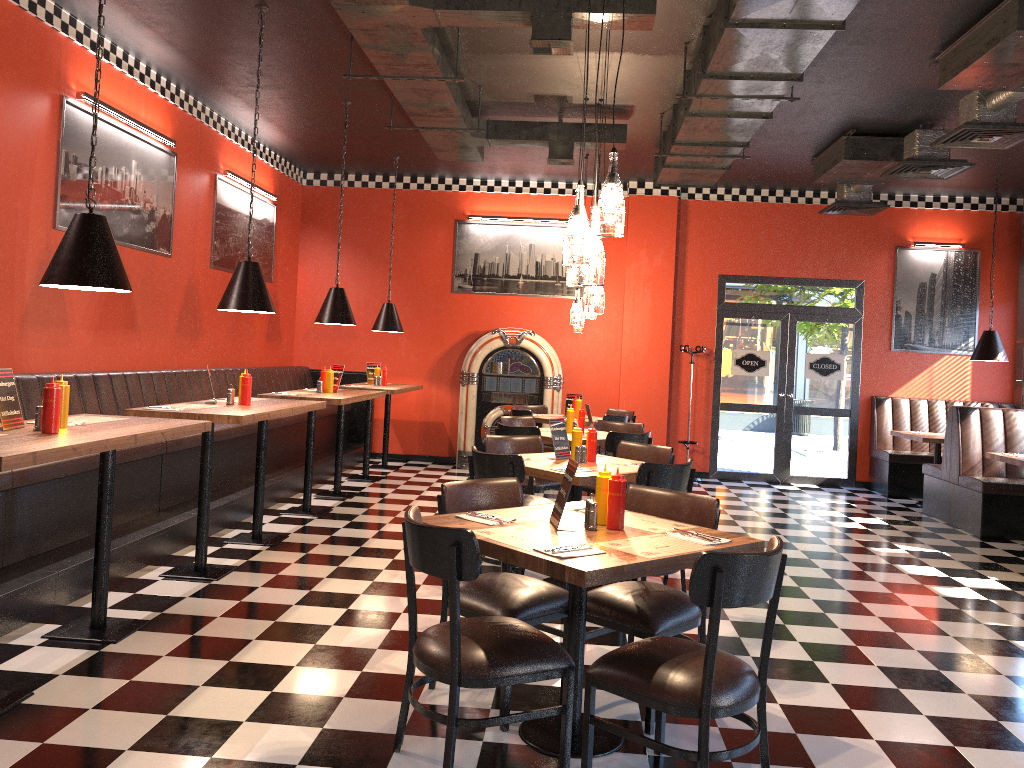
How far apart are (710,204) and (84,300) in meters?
7.4

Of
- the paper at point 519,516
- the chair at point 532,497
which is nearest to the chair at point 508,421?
the chair at point 532,497

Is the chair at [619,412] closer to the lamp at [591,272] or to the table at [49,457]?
the table at [49,457]

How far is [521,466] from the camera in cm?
500

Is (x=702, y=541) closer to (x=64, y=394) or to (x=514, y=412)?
(x=64, y=394)

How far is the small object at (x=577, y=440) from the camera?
5.60m

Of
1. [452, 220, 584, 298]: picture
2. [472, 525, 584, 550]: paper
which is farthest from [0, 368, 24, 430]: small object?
[452, 220, 584, 298]: picture

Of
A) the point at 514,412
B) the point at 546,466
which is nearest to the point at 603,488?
the point at 546,466

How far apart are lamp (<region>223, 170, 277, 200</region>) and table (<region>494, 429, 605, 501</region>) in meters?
4.4 m

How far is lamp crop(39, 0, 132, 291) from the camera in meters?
3.8 m
